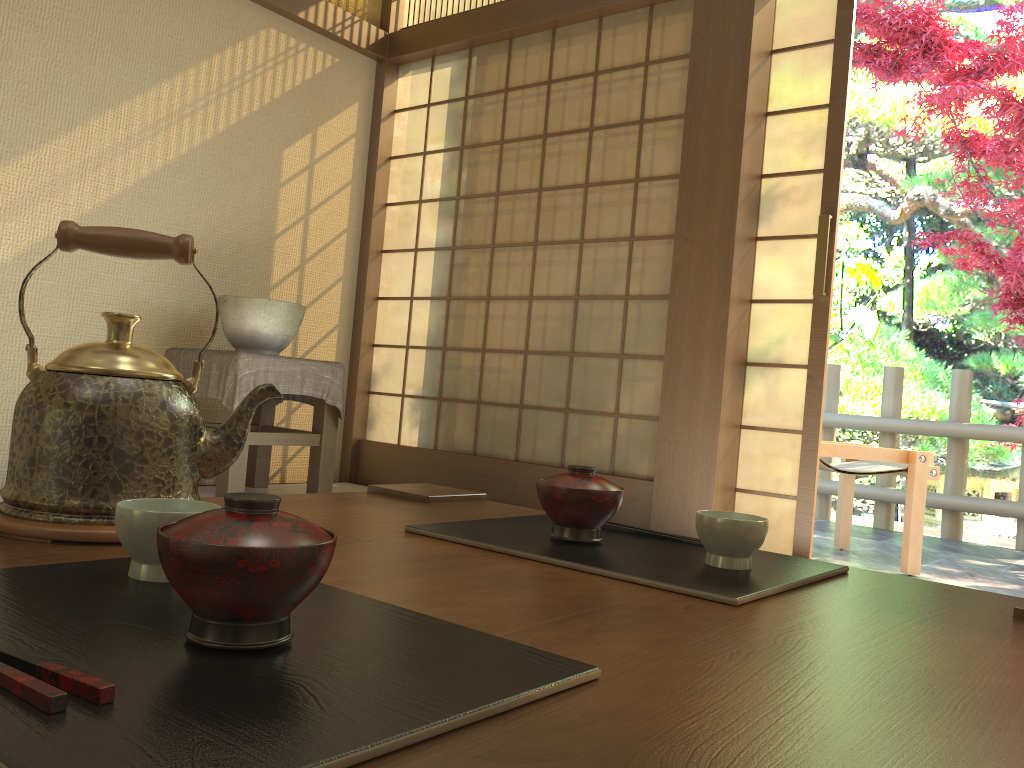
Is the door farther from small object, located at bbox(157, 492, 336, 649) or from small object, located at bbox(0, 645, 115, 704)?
small object, located at bbox(0, 645, 115, 704)

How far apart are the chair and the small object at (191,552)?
3.6 meters

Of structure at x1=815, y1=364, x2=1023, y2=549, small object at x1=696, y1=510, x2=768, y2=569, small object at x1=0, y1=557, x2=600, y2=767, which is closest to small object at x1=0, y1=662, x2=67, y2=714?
small object at x1=0, y1=557, x2=600, y2=767

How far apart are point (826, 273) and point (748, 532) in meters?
2.7

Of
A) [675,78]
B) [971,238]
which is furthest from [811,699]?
[971,238]

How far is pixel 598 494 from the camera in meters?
1.0 m

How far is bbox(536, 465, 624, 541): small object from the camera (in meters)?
0.95

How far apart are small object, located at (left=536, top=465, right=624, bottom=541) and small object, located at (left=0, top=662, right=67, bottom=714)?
0.6 meters

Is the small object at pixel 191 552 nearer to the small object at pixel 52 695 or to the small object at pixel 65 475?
the small object at pixel 52 695

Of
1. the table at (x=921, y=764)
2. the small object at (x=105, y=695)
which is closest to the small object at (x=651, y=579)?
the table at (x=921, y=764)
